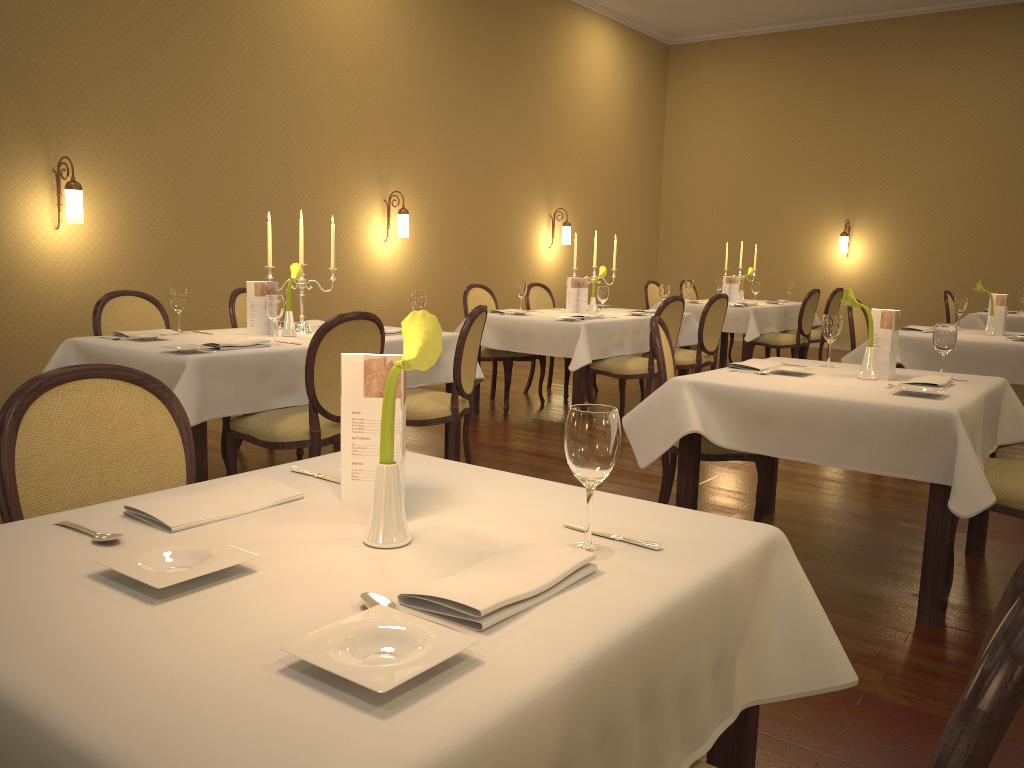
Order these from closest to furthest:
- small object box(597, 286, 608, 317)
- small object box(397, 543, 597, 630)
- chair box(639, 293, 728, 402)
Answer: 1. small object box(397, 543, 597, 630)
2. small object box(597, 286, 608, 317)
3. chair box(639, 293, 728, 402)

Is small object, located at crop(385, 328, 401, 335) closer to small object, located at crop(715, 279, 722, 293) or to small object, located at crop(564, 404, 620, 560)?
small object, located at crop(564, 404, 620, 560)

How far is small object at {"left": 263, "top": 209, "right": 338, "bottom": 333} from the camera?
4.7m

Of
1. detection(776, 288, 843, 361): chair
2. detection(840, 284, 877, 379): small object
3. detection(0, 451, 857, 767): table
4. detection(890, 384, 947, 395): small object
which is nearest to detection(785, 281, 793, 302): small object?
detection(776, 288, 843, 361): chair

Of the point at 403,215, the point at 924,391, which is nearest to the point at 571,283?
the point at 403,215

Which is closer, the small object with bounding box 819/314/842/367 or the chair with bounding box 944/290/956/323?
the small object with bounding box 819/314/842/367

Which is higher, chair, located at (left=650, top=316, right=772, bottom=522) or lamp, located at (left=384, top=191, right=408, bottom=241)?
lamp, located at (left=384, top=191, right=408, bottom=241)

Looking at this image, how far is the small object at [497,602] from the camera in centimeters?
111cm

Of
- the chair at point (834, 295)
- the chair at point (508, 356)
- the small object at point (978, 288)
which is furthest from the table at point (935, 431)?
the chair at point (834, 295)

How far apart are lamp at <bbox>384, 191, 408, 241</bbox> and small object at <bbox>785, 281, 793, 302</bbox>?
4.2 meters
